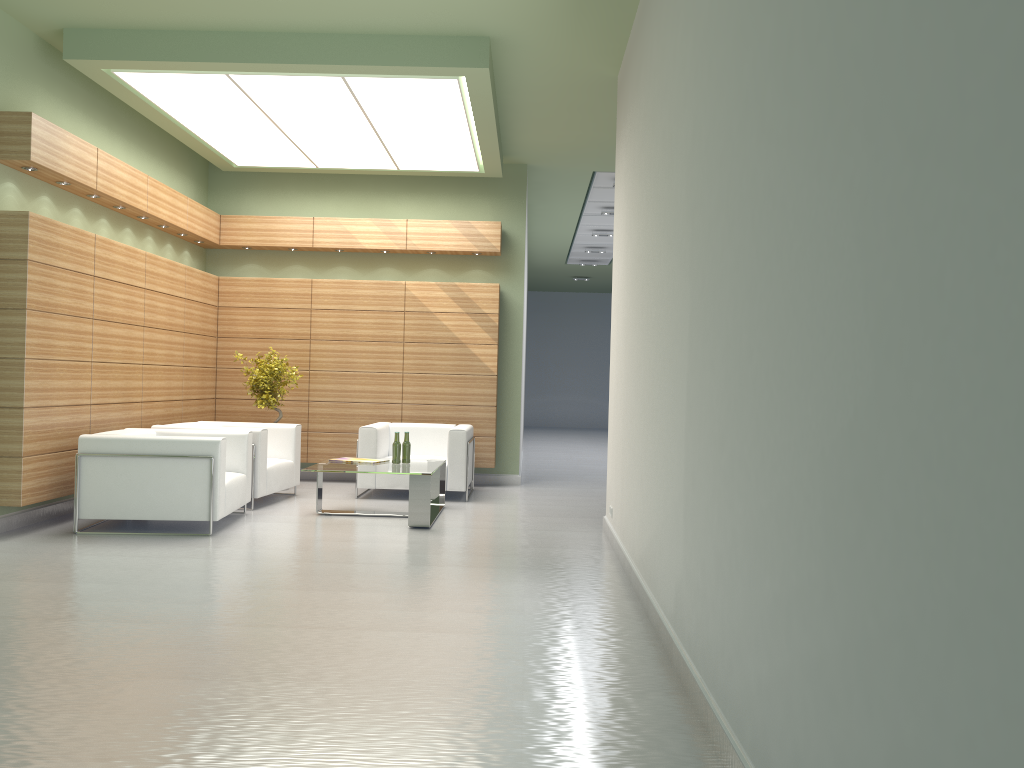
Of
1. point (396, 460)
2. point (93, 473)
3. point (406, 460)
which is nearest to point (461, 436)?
point (406, 460)

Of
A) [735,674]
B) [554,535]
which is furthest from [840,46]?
[554,535]

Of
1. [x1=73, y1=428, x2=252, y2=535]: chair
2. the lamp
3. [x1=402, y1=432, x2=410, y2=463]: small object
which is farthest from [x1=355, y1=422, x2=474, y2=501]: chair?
the lamp

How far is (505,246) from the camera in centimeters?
1754cm

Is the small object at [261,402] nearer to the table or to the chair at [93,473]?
the chair at [93,473]

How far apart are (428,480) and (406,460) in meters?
1.4 m

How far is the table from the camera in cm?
1202

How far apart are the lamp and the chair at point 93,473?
4.76m

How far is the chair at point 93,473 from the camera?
11.0 meters

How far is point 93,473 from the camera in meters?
11.0 m
